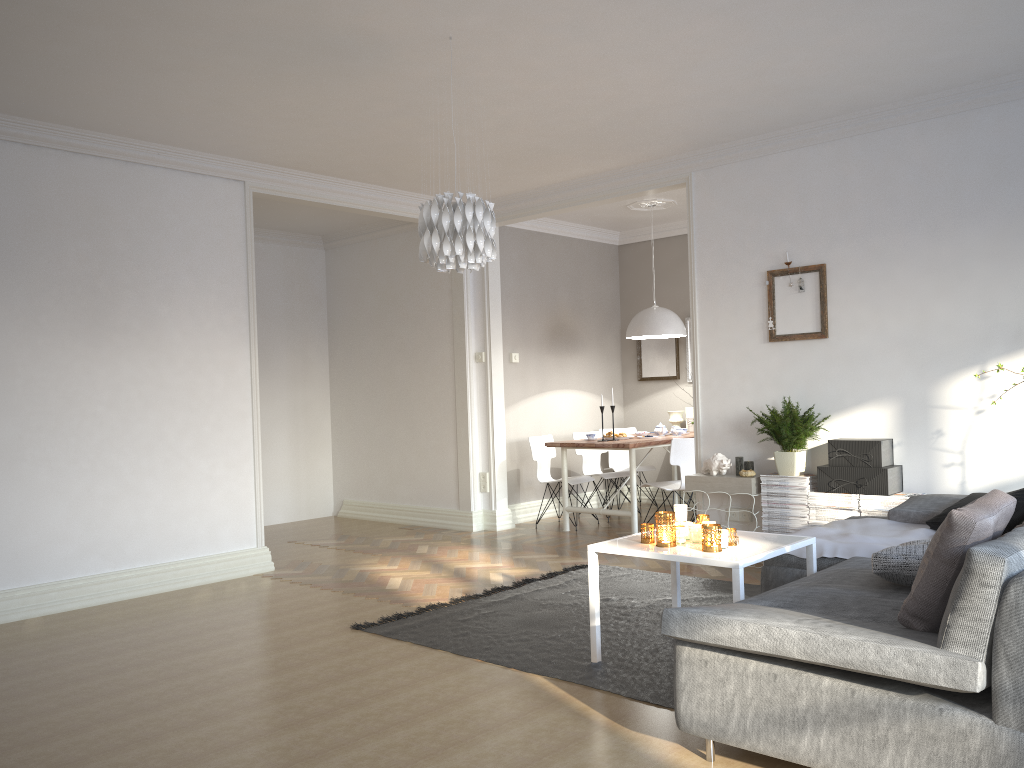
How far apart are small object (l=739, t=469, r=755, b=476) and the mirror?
3.2 meters

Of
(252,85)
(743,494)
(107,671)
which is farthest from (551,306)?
(107,671)

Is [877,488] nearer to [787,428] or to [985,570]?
[787,428]

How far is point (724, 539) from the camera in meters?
3.6

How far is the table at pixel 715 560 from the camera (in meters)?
3.37

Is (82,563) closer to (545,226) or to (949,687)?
(949,687)

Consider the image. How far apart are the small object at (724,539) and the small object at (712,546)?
0.05m

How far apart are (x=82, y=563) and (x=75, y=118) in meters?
2.6

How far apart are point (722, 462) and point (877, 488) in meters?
1.0

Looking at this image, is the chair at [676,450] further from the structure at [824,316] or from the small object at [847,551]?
the small object at [847,551]
